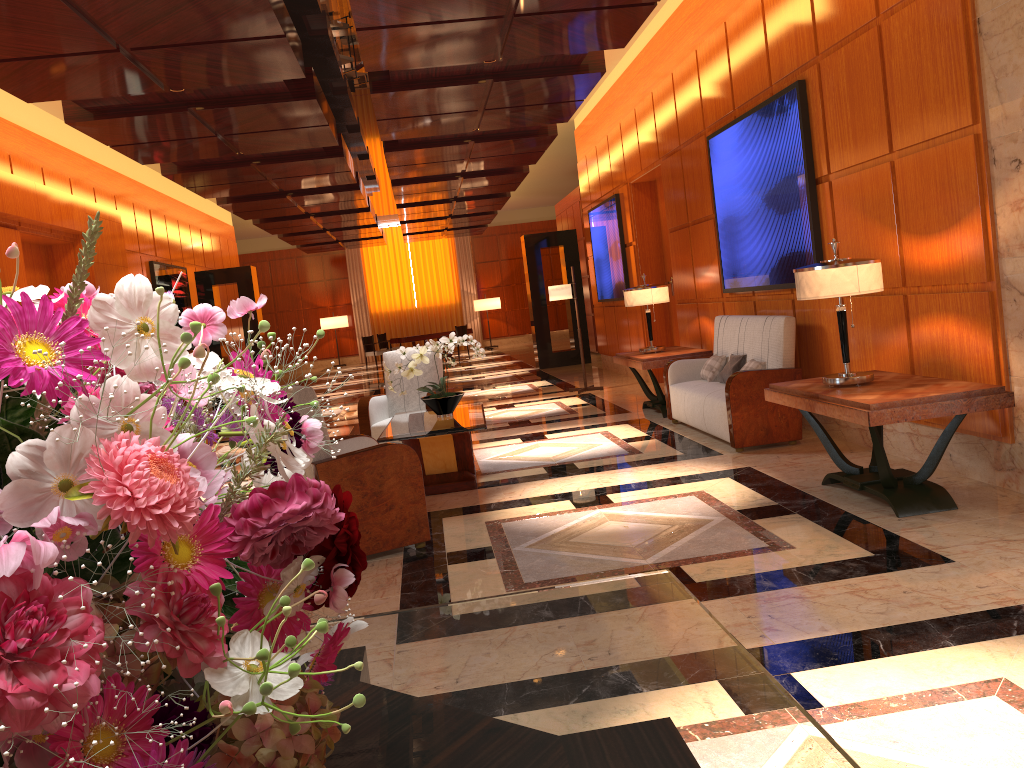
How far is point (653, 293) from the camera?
8.73m

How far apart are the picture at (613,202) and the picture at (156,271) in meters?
6.8 m

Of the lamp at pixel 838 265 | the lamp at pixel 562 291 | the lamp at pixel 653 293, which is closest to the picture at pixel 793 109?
the lamp at pixel 653 293

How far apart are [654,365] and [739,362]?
1.3m

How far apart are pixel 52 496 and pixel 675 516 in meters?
4.5

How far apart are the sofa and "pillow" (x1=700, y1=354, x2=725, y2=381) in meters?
0.1

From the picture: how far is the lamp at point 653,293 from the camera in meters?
8.7

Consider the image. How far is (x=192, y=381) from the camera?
0.69m

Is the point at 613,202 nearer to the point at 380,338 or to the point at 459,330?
the point at 459,330

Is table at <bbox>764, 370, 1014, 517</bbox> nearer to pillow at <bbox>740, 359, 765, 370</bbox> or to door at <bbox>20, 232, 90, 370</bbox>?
pillow at <bbox>740, 359, 765, 370</bbox>
